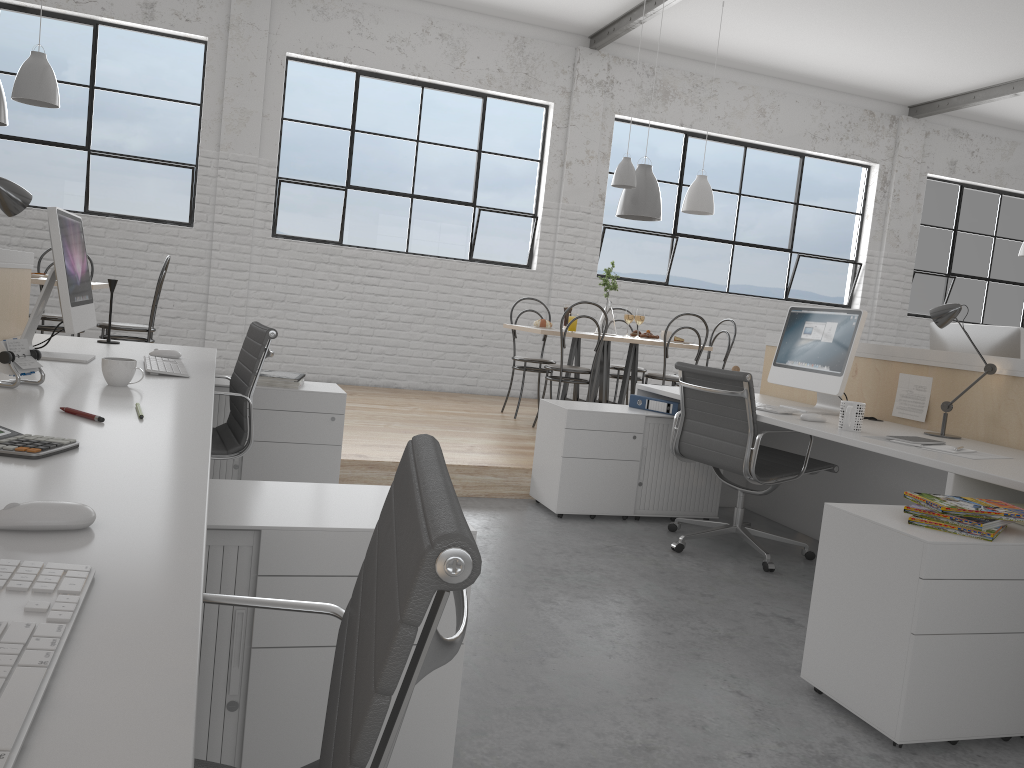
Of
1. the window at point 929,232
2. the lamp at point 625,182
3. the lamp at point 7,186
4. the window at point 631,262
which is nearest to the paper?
the lamp at point 7,186

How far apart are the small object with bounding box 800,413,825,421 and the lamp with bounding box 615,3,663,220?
2.4 meters

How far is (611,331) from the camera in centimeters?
492cm

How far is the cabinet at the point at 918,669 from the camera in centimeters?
163cm

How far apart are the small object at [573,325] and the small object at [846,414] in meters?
2.2 m

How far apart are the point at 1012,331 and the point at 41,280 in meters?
3.8

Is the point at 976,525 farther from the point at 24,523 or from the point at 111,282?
the point at 111,282

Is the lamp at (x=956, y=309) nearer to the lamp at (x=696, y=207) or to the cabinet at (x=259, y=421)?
the cabinet at (x=259, y=421)

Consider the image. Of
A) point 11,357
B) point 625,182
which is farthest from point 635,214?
point 11,357

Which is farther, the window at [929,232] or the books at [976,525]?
the window at [929,232]
